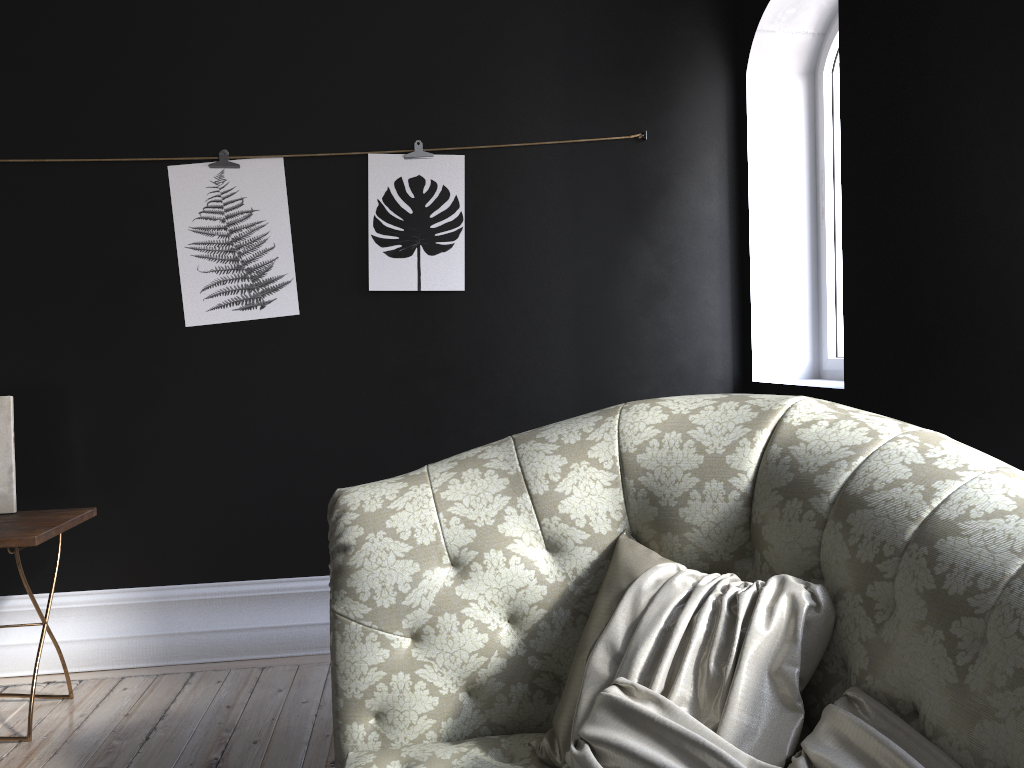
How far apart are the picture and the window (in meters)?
1.53

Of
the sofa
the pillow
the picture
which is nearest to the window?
the picture

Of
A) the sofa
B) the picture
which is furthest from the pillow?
the picture

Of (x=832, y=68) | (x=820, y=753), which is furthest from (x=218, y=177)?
(x=820, y=753)

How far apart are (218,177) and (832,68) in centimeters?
260cm

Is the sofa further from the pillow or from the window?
the window

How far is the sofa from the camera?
1.3m

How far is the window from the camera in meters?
3.7

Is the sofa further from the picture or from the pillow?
the picture

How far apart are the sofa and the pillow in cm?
1
